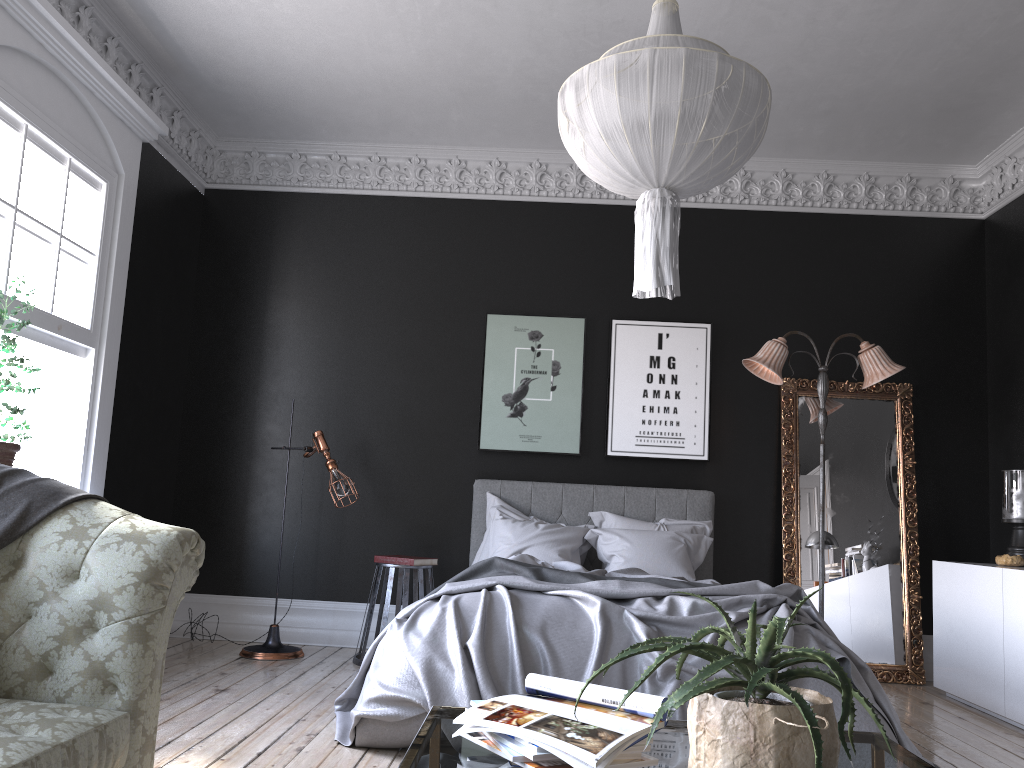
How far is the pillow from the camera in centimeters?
589cm

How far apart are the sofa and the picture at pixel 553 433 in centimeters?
390cm

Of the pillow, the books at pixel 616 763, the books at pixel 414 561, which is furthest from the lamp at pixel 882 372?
the books at pixel 616 763

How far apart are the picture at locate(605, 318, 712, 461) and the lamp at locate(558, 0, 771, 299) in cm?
351

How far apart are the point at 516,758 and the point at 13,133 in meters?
4.3 m

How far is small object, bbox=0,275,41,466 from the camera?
4.1 meters

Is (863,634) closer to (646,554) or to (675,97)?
(646,554)

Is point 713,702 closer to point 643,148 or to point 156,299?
point 643,148

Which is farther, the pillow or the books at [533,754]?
the pillow

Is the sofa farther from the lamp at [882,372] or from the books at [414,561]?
the lamp at [882,372]
